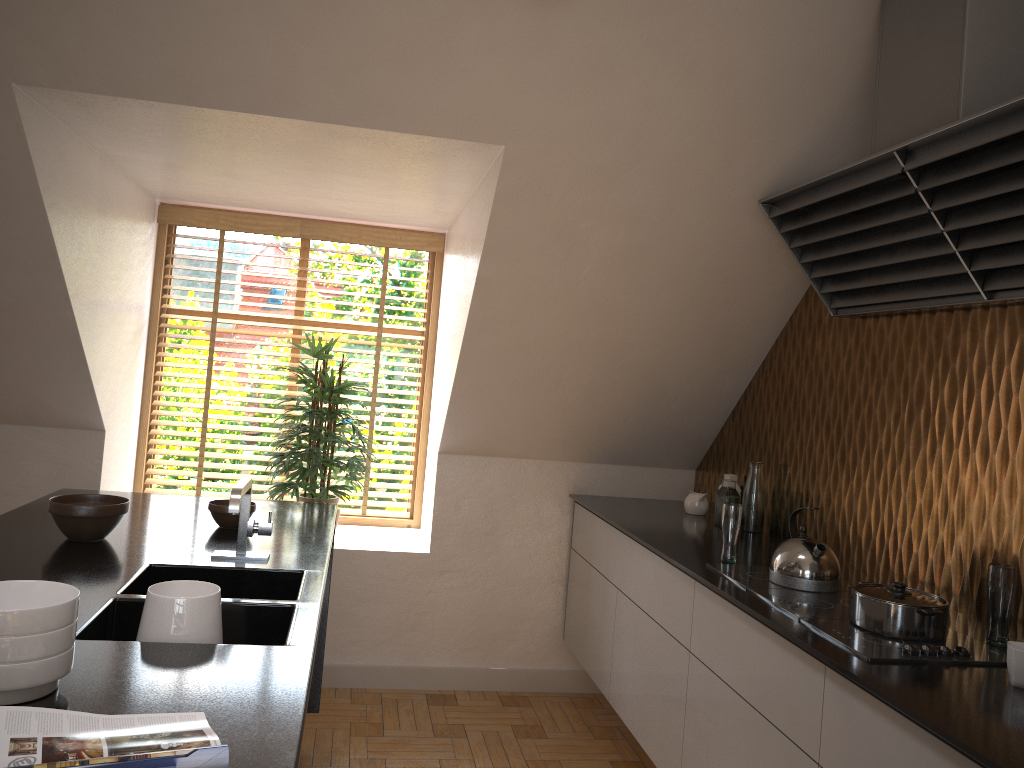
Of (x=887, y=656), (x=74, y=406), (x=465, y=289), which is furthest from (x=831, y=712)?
(x=74, y=406)

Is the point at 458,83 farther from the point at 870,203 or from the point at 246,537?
the point at 246,537

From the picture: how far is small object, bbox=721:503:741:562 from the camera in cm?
284

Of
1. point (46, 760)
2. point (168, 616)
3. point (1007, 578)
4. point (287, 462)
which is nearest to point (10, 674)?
point (46, 760)

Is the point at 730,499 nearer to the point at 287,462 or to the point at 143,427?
the point at 287,462

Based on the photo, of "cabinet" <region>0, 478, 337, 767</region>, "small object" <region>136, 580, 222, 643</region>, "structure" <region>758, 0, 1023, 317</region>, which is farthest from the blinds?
"small object" <region>136, 580, 222, 643</region>

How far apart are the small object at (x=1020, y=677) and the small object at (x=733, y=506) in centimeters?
105cm

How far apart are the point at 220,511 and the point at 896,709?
2.0m

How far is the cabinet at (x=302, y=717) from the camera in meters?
1.4

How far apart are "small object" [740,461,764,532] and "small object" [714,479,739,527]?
0.0 meters
